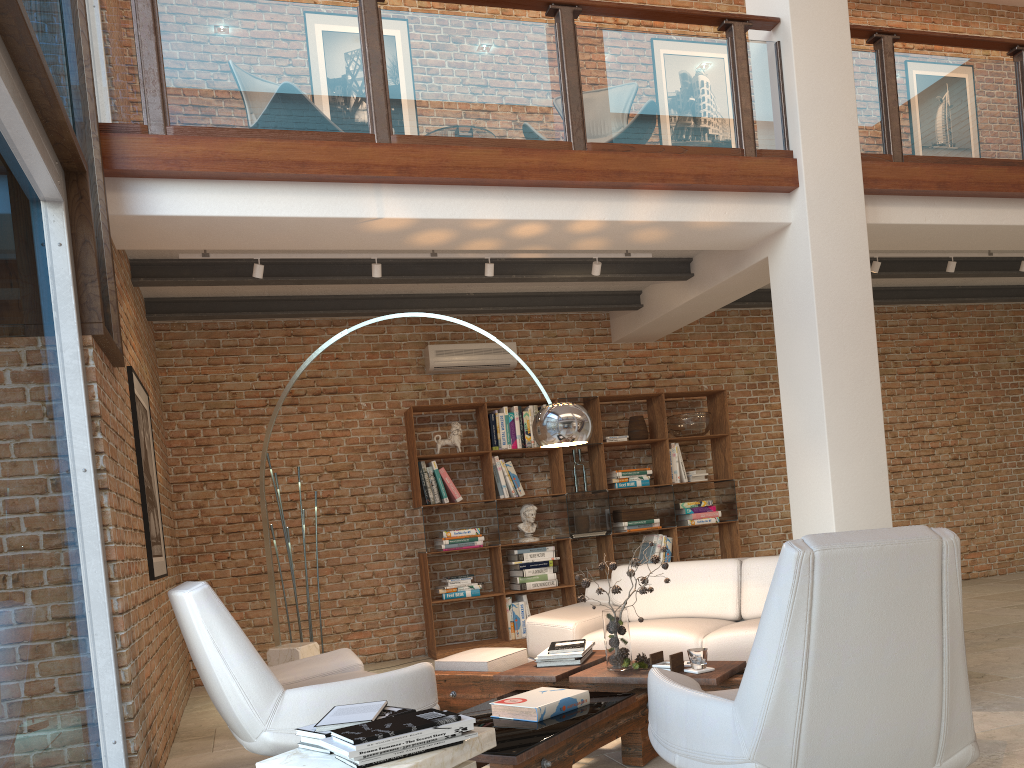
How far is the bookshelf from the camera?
7.49m

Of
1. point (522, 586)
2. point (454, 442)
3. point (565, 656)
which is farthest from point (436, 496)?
point (565, 656)

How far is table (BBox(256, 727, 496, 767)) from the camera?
2.23m

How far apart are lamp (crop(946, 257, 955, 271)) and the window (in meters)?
6.23

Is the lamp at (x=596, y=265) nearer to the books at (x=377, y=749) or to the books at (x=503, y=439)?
the books at (x=503, y=439)

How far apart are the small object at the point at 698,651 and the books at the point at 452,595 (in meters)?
3.94

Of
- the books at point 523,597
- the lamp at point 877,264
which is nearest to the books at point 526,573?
the books at point 523,597

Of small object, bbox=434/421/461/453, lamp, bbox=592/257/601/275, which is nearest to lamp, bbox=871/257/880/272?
lamp, bbox=592/257/601/275

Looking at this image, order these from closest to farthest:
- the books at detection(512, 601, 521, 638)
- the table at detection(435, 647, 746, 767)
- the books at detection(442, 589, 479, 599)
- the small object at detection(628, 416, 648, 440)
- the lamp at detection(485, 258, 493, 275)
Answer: the table at detection(435, 647, 746, 767), the lamp at detection(485, 258, 493, 275), the books at detection(442, 589, 479, 599), the books at detection(512, 601, 521, 638), the small object at detection(628, 416, 648, 440)

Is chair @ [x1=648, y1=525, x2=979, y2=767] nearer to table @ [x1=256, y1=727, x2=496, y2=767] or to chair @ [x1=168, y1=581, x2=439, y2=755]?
table @ [x1=256, y1=727, x2=496, y2=767]
